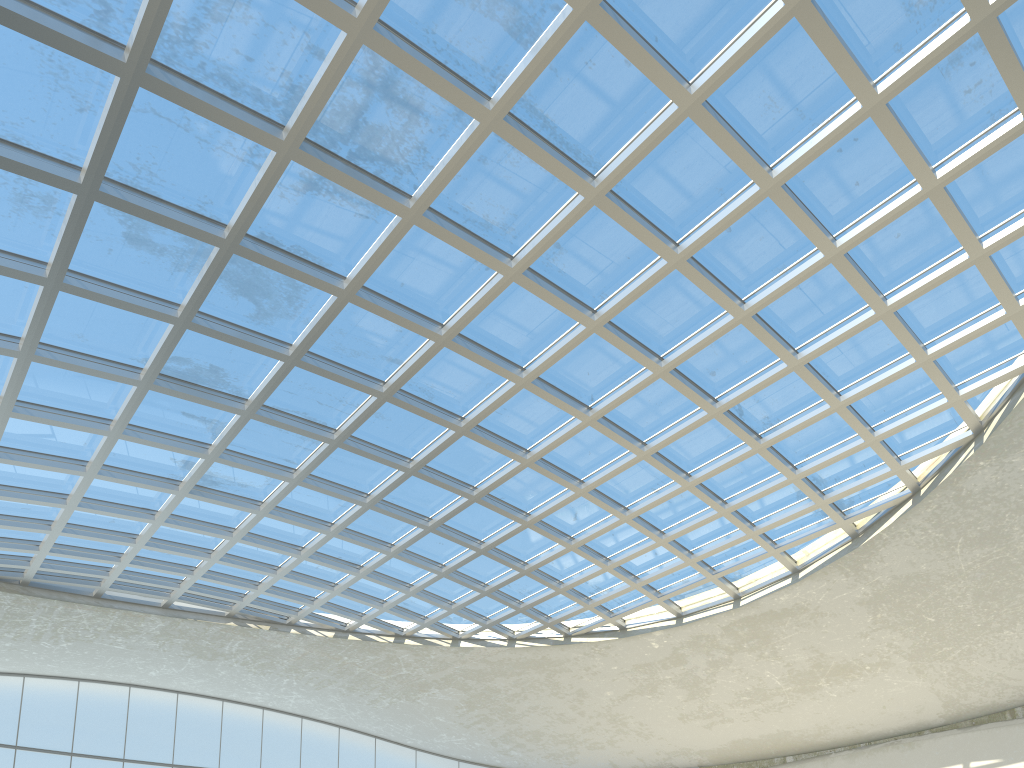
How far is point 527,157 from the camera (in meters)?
40.52
